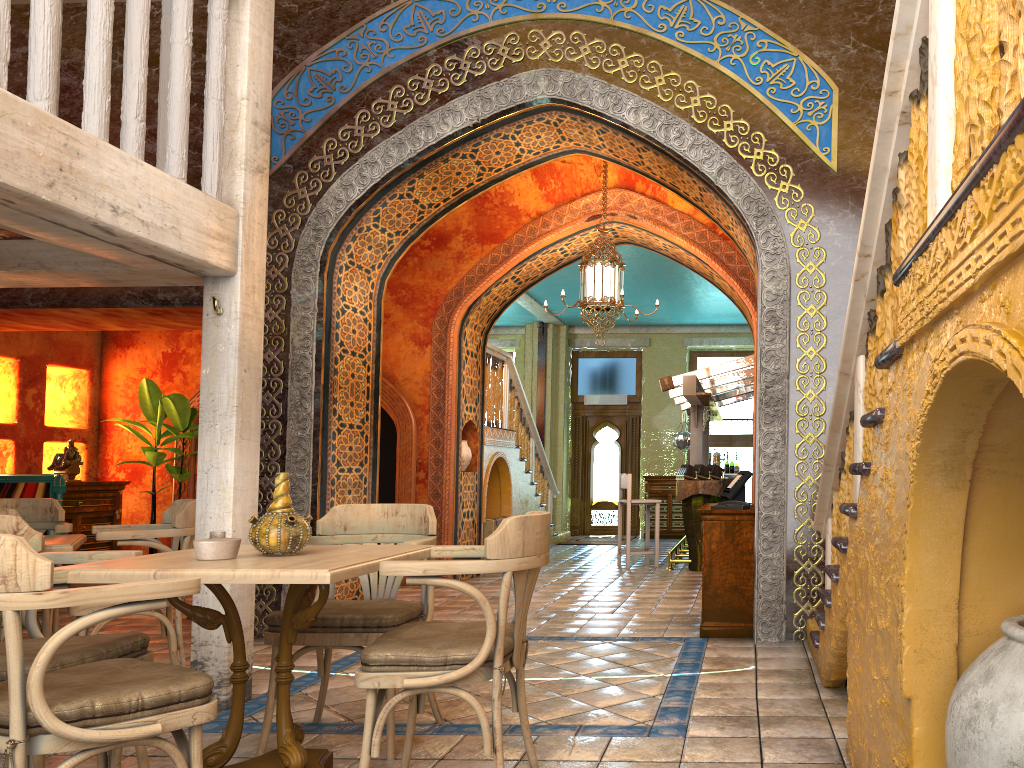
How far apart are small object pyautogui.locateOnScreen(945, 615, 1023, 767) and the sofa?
9.2 meters

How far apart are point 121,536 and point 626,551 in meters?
7.6

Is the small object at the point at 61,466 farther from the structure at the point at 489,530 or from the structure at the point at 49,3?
the structure at the point at 49,3

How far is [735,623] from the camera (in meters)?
6.59

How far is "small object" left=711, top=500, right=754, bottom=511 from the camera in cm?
660

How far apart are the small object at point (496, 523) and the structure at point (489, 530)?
0.2m

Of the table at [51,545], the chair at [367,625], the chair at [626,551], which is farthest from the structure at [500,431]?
the chair at [367,625]

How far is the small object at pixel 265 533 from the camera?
3.6 meters

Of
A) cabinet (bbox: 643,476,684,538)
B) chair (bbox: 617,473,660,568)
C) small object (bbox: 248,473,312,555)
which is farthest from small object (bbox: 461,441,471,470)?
small object (bbox: 248,473,312,555)

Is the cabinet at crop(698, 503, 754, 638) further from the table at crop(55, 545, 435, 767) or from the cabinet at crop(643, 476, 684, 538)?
the cabinet at crop(643, 476, 684, 538)
